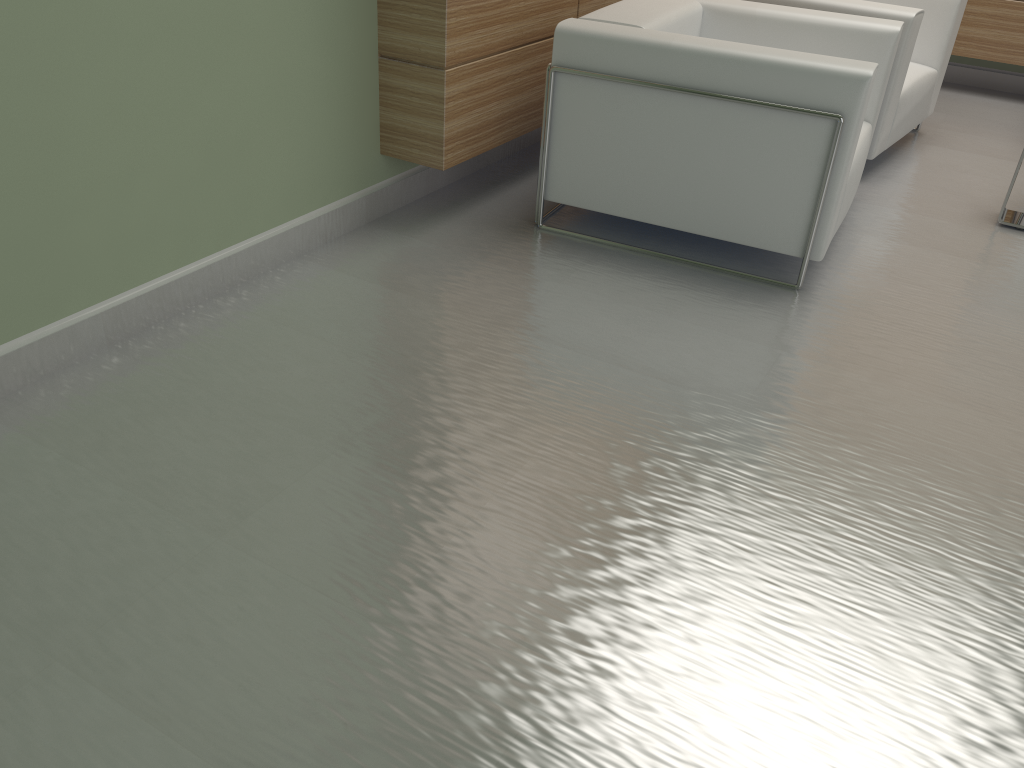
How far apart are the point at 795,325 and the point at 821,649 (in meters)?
2.27

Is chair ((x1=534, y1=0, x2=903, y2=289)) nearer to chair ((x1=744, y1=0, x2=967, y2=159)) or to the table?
chair ((x1=744, y1=0, x2=967, y2=159))

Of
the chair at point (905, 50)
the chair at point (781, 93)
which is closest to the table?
the chair at point (905, 50)

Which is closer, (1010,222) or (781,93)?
(781,93)

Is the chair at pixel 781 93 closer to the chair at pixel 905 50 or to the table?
the chair at pixel 905 50

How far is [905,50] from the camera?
6.26m

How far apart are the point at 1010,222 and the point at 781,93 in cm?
253

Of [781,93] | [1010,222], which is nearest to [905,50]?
[1010,222]

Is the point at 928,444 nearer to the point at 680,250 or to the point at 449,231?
the point at 680,250

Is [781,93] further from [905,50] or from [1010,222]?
[1010,222]
